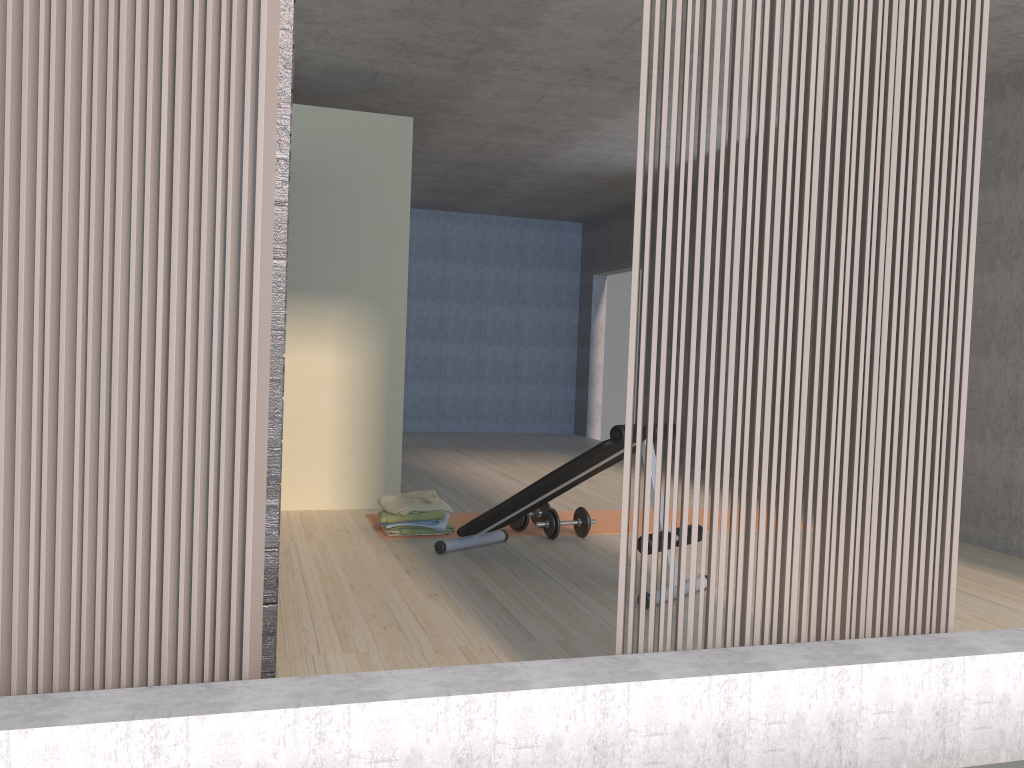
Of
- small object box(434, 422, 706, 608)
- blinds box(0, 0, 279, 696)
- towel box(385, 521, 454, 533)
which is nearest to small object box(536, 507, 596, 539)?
small object box(434, 422, 706, 608)

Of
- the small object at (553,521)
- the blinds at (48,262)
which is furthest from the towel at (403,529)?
the blinds at (48,262)

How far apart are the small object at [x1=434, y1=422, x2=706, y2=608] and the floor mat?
0.3 meters

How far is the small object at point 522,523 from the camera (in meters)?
→ 5.08

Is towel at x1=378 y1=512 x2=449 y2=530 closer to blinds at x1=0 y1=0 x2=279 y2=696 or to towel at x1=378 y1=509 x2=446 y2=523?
towel at x1=378 y1=509 x2=446 y2=523

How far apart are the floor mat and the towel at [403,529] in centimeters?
12cm

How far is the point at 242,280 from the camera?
2.04m

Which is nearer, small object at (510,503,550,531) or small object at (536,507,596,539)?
small object at (536,507,596,539)

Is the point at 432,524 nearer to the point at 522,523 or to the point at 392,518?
the point at 392,518

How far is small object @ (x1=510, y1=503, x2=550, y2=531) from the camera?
5.1 meters
